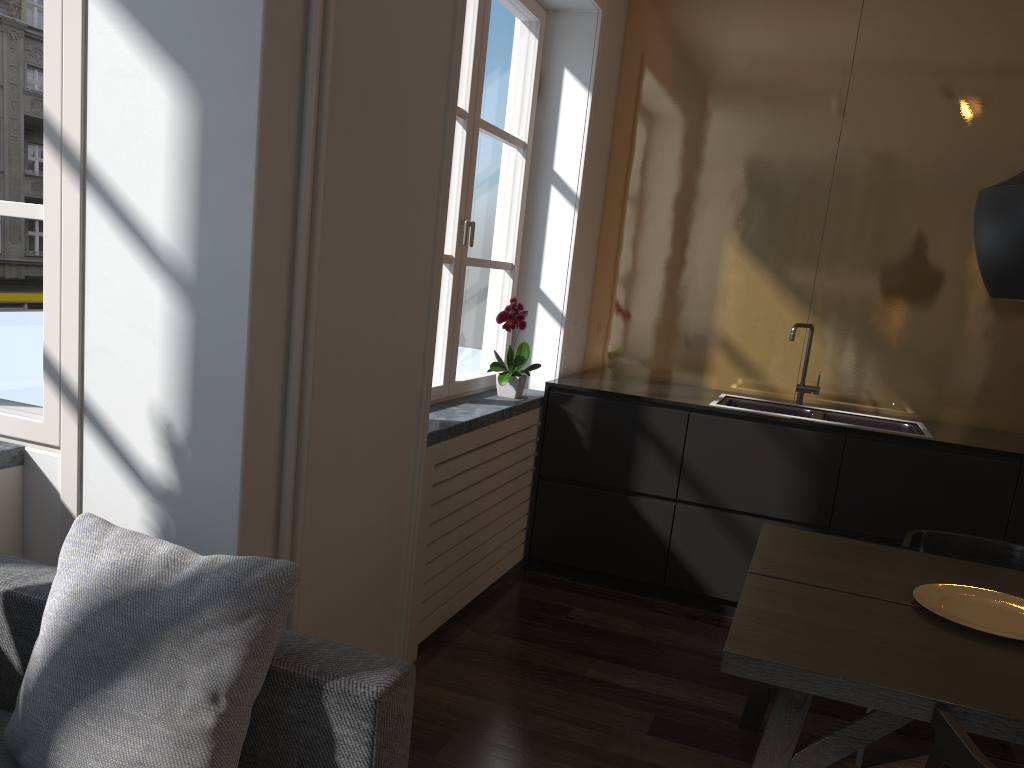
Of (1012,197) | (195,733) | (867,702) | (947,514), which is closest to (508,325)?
(947,514)

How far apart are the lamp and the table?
0.73m

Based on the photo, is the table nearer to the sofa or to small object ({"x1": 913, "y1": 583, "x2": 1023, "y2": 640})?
small object ({"x1": 913, "y1": 583, "x2": 1023, "y2": 640})

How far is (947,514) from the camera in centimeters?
343cm

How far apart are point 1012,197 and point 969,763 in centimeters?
113cm

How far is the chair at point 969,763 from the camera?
1.4 meters

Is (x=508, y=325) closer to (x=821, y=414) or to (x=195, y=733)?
(x=821, y=414)

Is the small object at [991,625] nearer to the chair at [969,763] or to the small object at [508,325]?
the chair at [969,763]

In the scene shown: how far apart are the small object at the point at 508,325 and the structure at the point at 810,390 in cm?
128

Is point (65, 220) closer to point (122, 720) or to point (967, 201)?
point (122, 720)
